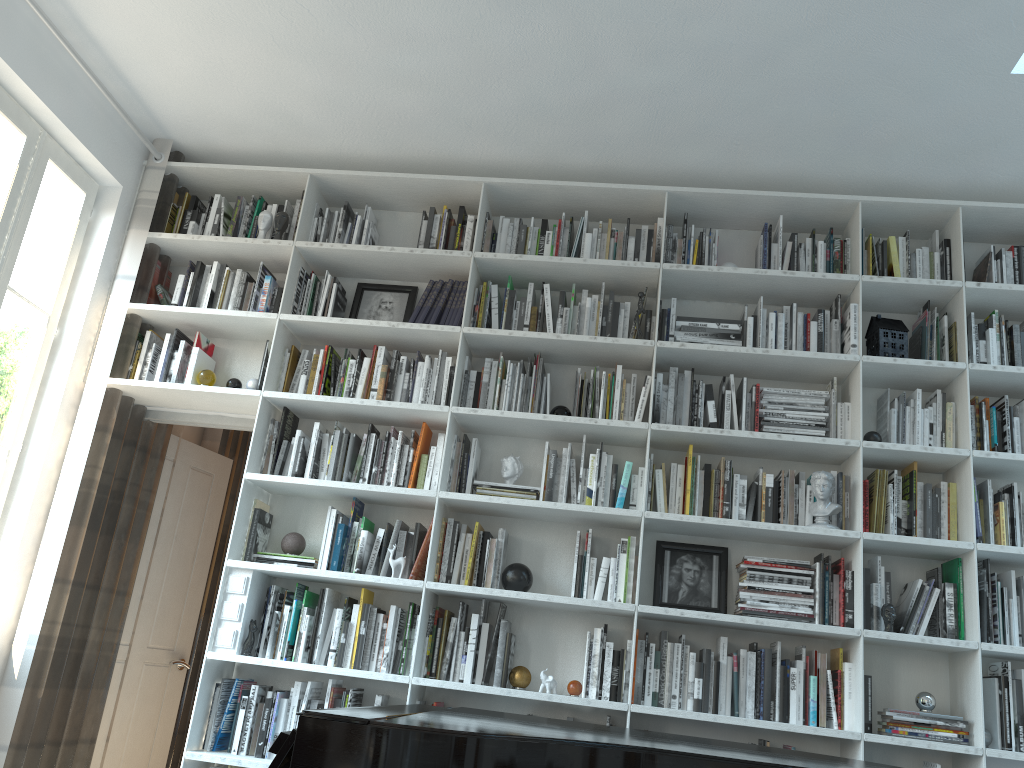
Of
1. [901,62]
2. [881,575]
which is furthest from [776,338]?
[901,62]

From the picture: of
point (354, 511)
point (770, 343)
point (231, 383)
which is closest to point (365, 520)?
point (354, 511)

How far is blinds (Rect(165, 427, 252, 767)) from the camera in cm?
489

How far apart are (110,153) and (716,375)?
2.9 meters

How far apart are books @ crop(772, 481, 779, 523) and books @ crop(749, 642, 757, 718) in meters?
0.5

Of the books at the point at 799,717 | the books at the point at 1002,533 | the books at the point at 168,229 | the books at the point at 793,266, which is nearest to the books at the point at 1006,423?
the books at the point at 1002,533

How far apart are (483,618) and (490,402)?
0.91m

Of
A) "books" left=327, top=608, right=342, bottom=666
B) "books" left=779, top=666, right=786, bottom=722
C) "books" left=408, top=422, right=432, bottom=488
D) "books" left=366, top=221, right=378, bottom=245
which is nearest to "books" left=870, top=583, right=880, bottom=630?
"books" left=779, top=666, right=786, bottom=722

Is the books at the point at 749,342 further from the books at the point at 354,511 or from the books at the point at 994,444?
the books at the point at 354,511

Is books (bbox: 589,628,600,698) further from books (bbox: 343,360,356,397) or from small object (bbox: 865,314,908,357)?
small object (bbox: 865,314,908,357)
